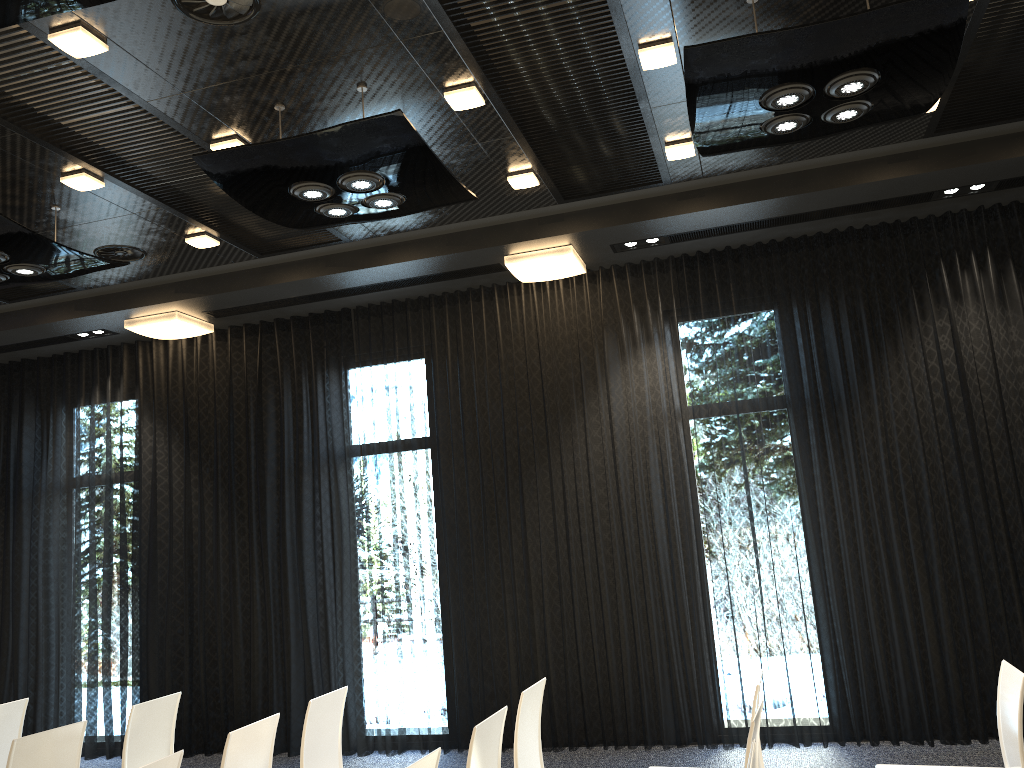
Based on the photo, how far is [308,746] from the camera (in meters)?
3.97

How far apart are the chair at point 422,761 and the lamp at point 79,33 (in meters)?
3.06

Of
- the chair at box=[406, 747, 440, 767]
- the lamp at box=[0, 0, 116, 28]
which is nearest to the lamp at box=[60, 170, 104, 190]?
the lamp at box=[0, 0, 116, 28]

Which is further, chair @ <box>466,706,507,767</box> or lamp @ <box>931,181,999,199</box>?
lamp @ <box>931,181,999,199</box>

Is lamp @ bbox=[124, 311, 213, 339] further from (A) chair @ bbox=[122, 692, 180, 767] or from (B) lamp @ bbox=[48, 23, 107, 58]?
(B) lamp @ bbox=[48, 23, 107, 58]

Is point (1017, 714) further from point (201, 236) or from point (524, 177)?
point (201, 236)

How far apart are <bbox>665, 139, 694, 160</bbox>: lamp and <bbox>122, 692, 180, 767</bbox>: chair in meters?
4.0

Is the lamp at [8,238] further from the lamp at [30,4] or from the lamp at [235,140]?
the lamp at [30,4]

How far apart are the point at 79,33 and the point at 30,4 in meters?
0.7

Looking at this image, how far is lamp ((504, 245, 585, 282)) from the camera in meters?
6.3
